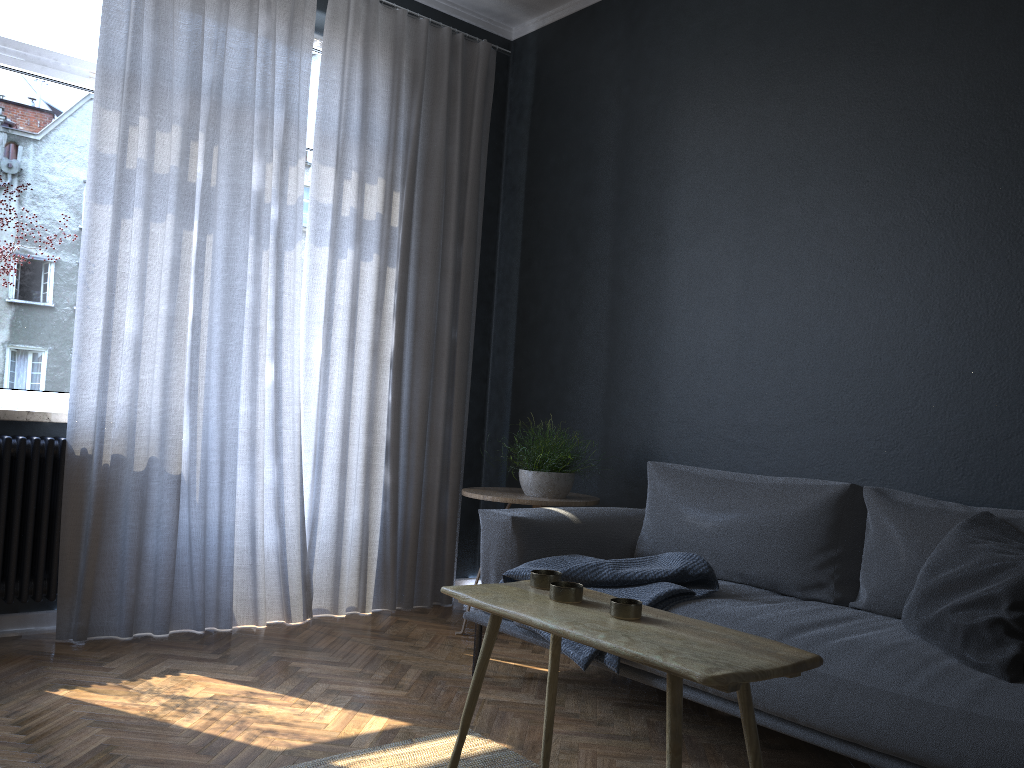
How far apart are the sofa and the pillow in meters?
0.0 m

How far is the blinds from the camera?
3.3 meters

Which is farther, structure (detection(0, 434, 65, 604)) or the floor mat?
structure (detection(0, 434, 65, 604))

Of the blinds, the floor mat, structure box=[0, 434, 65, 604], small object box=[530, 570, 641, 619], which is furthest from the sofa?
structure box=[0, 434, 65, 604]

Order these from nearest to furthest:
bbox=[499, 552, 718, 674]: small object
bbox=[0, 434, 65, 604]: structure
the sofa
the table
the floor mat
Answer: the table
the sofa
the floor mat
bbox=[499, 552, 718, 674]: small object
bbox=[0, 434, 65, 604]: structure

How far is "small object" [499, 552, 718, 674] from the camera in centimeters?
260cm

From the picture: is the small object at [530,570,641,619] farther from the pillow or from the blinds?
the blinds

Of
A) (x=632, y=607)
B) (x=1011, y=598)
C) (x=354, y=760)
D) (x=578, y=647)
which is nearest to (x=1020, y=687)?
(x=1011, y=598)

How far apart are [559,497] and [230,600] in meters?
1.4

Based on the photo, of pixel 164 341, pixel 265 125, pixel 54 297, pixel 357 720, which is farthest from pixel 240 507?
pixel 265 125
